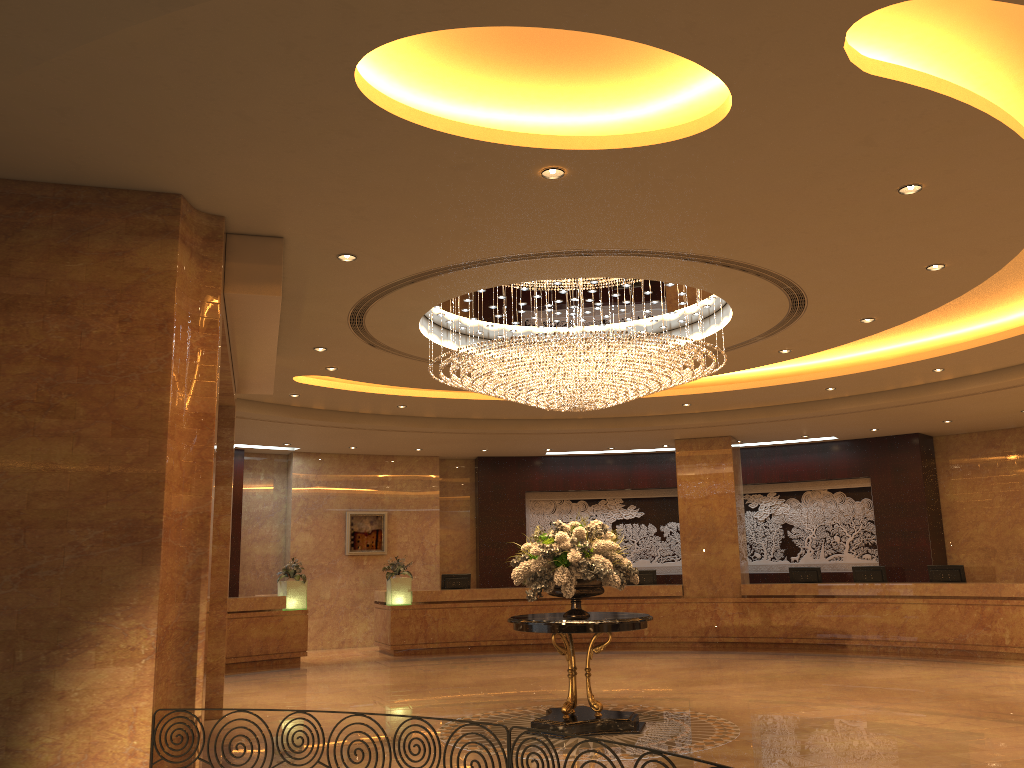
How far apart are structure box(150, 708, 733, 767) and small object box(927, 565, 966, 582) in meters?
13.0

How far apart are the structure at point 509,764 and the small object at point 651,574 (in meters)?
13.48

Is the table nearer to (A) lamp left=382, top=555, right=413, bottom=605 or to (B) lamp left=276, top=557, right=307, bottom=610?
(B) lamp left=276, top=557, right=307, bottom=610

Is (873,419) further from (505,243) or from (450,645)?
(505,243)

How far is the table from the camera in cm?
844

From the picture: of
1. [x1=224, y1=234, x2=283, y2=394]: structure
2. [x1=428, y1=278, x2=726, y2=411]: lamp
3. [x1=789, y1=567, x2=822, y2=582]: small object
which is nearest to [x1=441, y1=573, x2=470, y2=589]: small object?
[x1=789, y1=567, x2=822, y2=582]: small object

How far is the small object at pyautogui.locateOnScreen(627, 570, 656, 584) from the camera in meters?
17.7

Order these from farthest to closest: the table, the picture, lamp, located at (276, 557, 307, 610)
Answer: the picture < lamp, located at (276, 557, 307, 610) < the table

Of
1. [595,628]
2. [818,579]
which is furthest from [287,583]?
[818,579]

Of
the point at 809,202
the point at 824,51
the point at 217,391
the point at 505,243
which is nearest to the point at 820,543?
the point at 809,202
